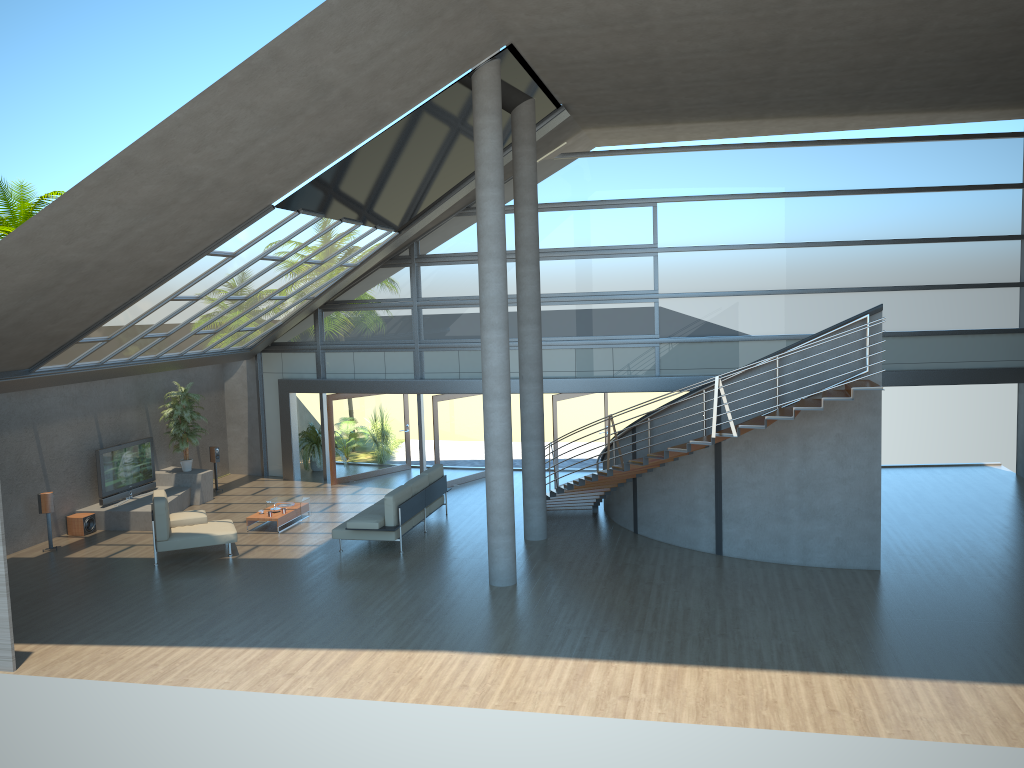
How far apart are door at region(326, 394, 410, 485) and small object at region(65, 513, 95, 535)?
5.02m

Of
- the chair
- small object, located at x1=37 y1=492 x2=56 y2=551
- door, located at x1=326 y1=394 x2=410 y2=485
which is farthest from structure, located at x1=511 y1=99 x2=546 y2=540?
small object, located at x1=37 y1=492 x2=56 y2=551

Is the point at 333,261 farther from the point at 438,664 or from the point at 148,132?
the point at 438,664

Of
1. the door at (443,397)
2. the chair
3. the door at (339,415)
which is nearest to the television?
the chair

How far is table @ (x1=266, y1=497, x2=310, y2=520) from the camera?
16.1m

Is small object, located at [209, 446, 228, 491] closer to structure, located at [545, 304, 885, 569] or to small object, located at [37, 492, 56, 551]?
small object, located at [37, 492, 56, 551]

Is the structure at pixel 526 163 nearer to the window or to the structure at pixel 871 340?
the structure at pixel 871 340

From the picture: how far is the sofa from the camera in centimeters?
1362cm

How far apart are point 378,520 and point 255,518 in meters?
2.9 m

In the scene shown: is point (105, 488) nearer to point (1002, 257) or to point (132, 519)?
point (132, 519)
